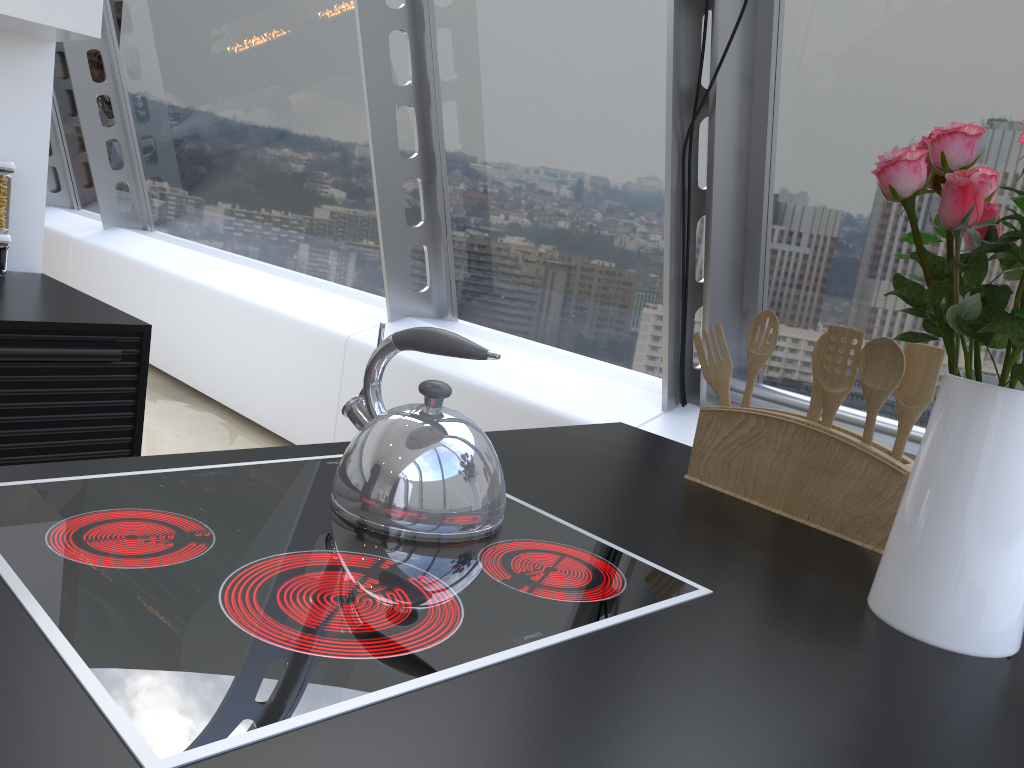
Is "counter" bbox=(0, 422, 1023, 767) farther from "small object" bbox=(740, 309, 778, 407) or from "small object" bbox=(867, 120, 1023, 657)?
"small object" bbox=(740, 309, 778, 407)

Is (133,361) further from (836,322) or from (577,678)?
(836,322)

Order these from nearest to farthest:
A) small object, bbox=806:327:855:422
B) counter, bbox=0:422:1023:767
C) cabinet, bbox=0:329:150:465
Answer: counter, bbox=0:422:1023:767 < small object, bbox=806:327:855:422 < cabinet, bbox=0:329:150:465

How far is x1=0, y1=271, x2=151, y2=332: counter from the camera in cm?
195

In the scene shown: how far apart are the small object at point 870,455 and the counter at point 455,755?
0.0m

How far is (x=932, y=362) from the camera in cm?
125

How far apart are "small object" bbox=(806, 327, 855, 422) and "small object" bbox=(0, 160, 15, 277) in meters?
2.1

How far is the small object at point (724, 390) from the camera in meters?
1.5 m

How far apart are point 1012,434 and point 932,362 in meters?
0.4

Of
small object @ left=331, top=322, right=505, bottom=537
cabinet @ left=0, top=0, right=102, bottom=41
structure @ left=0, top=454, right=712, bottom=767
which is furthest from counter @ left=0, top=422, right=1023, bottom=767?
cabinet @ left=0, top=0, right=102, bottom=41
